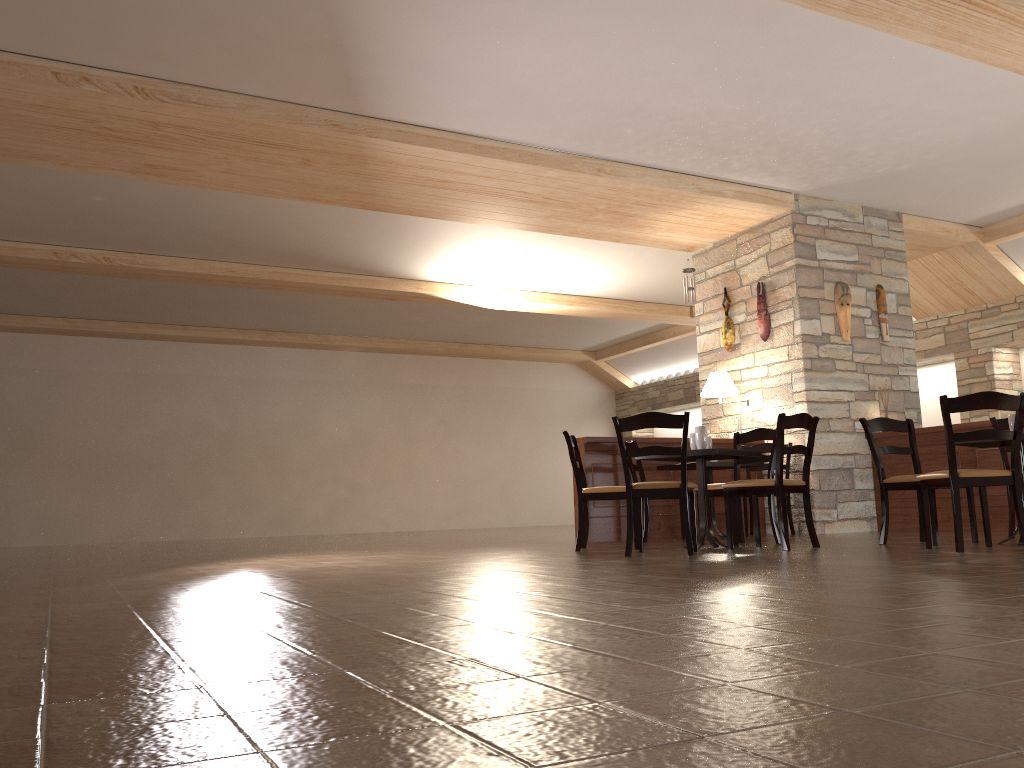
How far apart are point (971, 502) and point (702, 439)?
1.7m

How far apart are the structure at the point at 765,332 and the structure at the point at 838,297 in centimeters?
68cm

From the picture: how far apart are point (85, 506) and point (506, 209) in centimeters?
843cm

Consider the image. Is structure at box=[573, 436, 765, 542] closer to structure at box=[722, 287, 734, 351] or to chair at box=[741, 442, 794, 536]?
chair at box=[741, 442, 794, 536]

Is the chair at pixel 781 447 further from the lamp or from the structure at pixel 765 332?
the structure at pixel 765 332

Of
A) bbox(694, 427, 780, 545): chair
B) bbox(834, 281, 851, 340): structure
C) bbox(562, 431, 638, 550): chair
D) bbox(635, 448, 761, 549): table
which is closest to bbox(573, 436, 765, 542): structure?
bbox(562, 431, 638, 550): chair

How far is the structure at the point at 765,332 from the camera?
8.6 meters

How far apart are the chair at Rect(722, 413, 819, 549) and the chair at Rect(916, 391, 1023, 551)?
0.7 meters

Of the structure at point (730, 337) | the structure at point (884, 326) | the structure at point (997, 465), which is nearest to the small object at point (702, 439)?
the structure at point (997, 465)

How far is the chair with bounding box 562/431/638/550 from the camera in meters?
6.2 m
